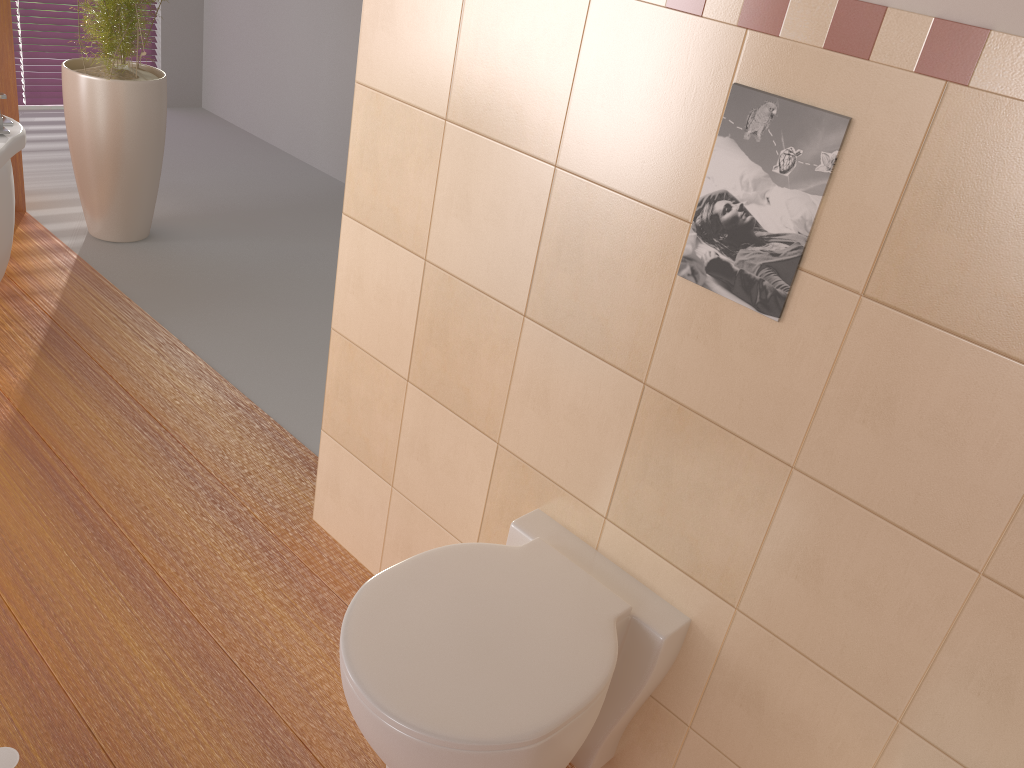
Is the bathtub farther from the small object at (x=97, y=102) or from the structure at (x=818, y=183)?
the structure at (x=818, y=183)

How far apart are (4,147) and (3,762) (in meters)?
1.69

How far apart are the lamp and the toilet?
0.7 meters

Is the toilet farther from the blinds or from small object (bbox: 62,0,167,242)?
the blinds

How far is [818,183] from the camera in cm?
113

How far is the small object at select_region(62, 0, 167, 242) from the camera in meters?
3.2 m

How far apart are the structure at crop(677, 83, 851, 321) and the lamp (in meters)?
1.38

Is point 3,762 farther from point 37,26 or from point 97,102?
point 37,26

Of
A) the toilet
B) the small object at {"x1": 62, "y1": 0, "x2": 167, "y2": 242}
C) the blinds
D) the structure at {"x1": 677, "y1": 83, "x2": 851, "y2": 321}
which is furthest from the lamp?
the blinds

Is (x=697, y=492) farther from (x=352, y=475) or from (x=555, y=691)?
(x=352, y=475)
